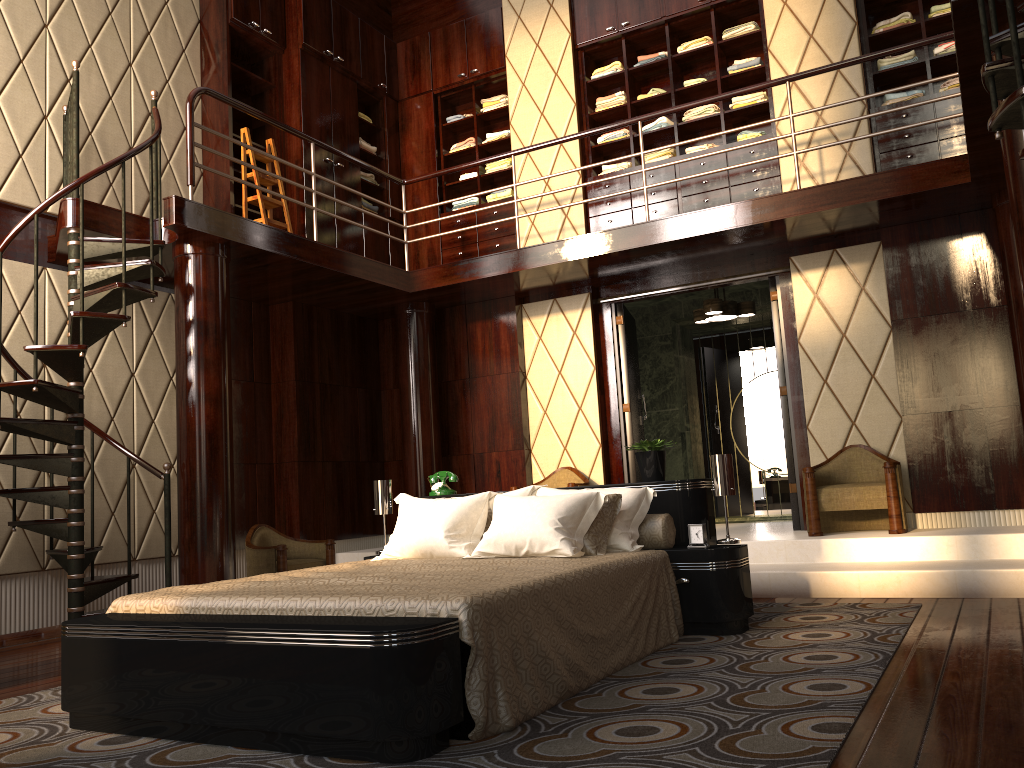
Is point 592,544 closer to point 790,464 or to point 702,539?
point 702,539

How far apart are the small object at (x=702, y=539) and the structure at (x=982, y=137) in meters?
1.9

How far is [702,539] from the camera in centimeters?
376cm

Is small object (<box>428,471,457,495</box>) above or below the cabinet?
below

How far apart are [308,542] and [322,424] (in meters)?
1.13

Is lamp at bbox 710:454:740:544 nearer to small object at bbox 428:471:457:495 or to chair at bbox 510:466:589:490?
small object at bbox 428:471:457:495

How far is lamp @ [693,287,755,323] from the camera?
6.9 meters

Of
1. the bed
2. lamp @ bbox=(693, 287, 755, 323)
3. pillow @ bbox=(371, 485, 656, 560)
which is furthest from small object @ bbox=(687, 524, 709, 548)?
lamp @ bbox=(693, 287, 755, 323)

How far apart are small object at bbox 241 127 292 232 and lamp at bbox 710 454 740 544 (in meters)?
3.74

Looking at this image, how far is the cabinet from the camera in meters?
6.3
